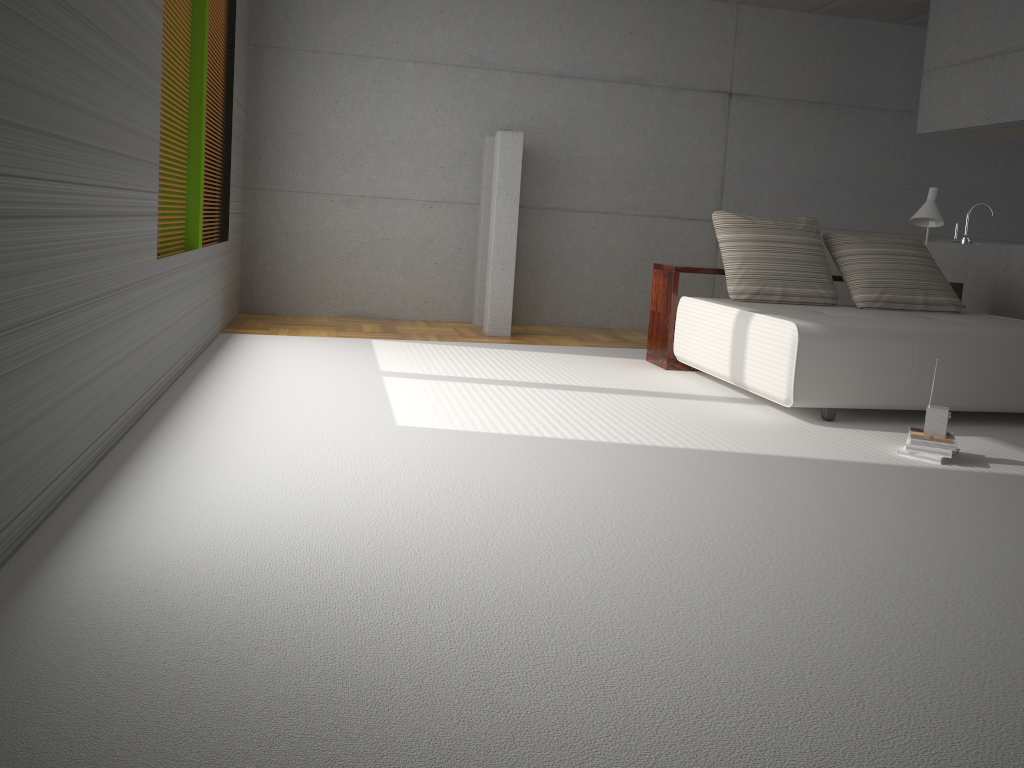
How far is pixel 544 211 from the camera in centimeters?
814cm

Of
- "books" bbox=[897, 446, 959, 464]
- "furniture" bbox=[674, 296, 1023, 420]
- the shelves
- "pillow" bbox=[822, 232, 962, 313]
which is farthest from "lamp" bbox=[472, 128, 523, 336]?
"books" bbox=[897, 446, 959, 464]

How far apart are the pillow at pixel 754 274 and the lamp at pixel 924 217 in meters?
0.9

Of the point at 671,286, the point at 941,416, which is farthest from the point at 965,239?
the point at 941,416

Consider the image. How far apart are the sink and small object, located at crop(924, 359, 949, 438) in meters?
4.0

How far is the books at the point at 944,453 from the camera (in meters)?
3.92

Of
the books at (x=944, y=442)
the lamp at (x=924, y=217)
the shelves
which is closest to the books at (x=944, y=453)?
the books at (x=944, y=442)

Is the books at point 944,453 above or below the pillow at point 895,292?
below

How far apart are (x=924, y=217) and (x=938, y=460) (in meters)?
3.16

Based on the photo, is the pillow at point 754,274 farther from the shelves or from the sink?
the sink
